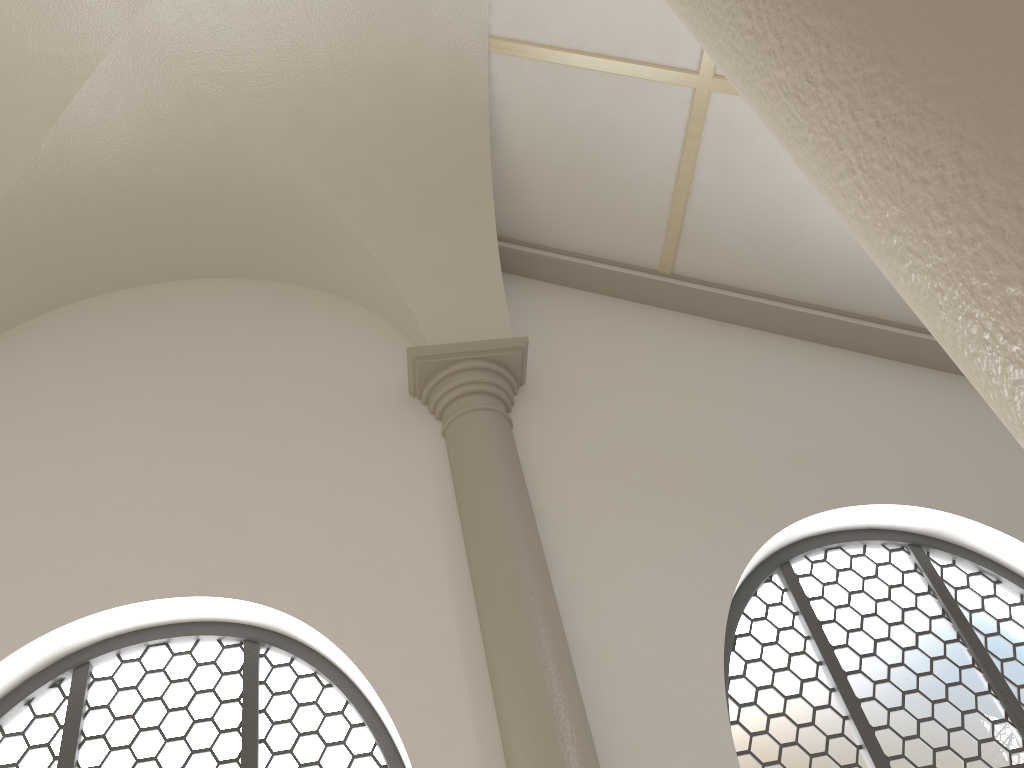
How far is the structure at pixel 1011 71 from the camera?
→ 0.61m

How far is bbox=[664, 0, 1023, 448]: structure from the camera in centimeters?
61cm
